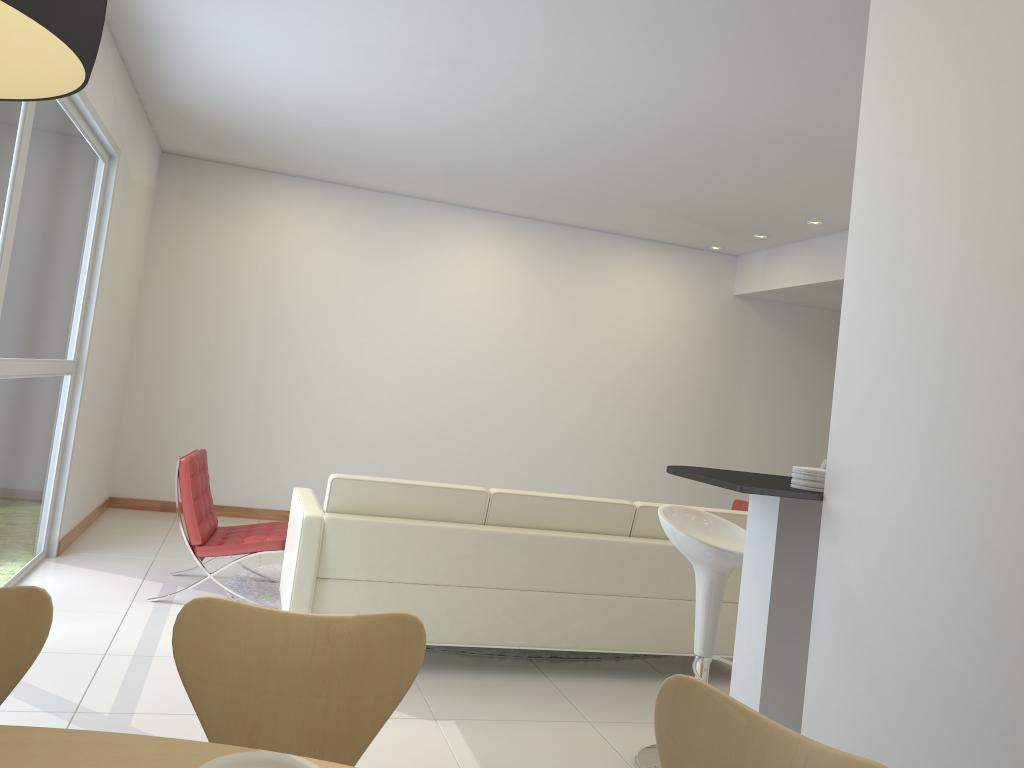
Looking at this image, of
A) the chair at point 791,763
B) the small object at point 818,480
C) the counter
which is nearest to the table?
the chair at point 791,763

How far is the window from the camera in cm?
405

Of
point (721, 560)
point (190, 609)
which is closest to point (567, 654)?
point (721, 560)

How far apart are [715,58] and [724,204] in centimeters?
306cm

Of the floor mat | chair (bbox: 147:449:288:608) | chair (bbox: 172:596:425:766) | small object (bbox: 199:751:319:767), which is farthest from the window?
small object (bbox: 199:751:319:767)

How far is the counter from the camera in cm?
258

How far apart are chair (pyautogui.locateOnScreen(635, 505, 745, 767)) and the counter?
0.4 meters

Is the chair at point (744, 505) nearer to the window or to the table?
the window

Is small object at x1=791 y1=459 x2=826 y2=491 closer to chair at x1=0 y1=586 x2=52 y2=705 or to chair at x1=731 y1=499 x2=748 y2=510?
chair at x1=0 y1=586 x2=52 y2=705

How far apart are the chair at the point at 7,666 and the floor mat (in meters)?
3.27
